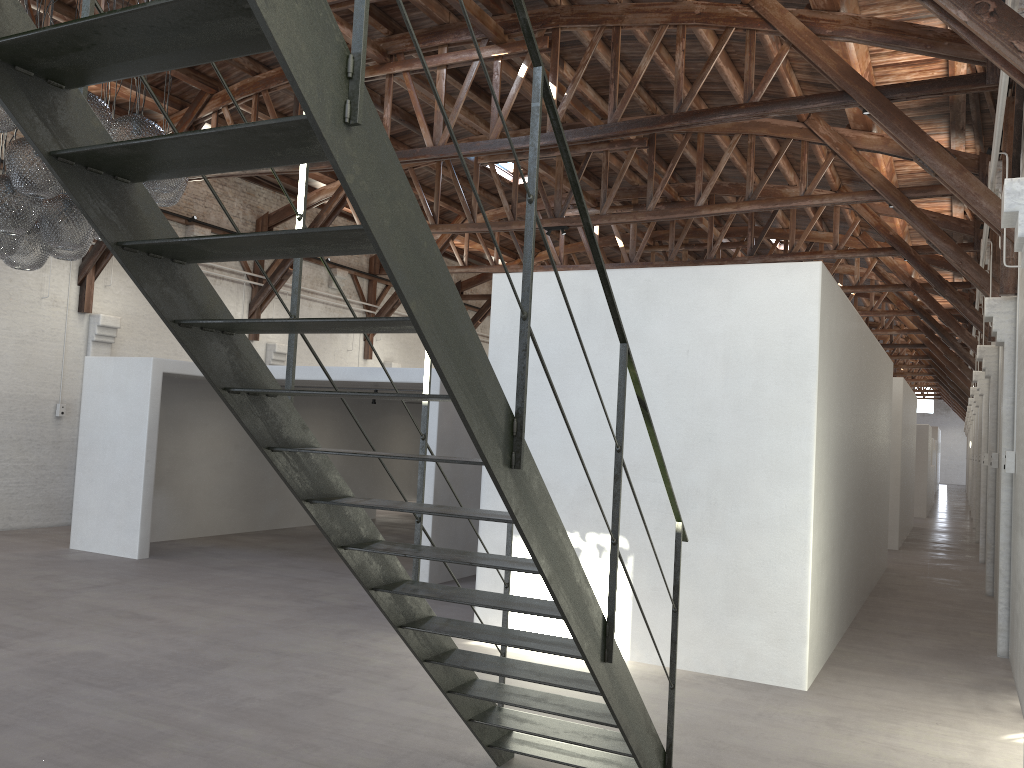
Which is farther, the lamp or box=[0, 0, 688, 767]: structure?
the lamp

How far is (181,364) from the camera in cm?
1146

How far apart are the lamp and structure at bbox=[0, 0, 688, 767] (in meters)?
2.67

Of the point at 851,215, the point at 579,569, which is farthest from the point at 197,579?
the point at 851,215

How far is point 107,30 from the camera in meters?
2.0

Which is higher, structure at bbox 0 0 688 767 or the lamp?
the lamp

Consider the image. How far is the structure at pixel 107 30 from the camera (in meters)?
2.02

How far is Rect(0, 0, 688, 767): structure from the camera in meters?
2.0 m

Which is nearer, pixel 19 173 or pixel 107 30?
pixel 107 30

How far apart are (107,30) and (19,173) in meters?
3.8 m
